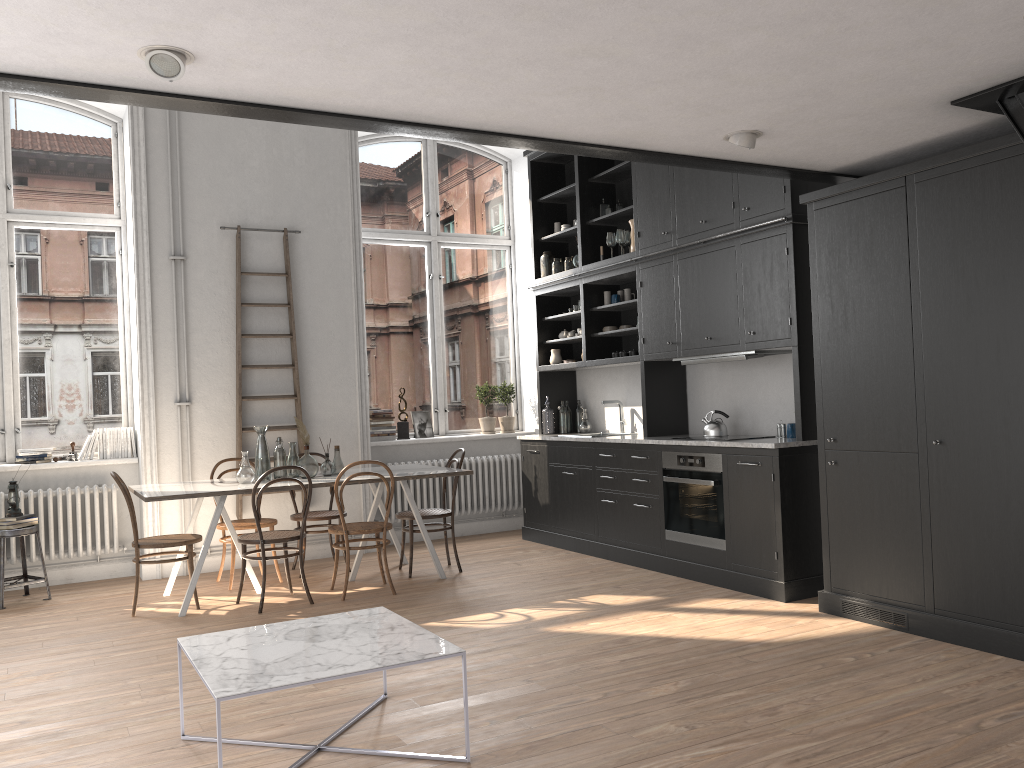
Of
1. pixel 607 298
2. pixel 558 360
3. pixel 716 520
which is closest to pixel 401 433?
pixel 558 360

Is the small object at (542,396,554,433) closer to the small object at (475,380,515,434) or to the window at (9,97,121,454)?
the small object at (475,380,515,434)

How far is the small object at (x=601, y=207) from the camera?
7.5m

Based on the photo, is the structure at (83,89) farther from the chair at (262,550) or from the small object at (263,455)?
the small object at (263,455)

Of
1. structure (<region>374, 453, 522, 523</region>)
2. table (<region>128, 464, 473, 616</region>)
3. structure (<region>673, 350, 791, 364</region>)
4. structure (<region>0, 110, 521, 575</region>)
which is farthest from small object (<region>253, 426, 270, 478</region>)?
structure (<region>673, 350, 791, 364</region>)

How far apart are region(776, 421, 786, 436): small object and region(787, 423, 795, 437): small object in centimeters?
12cm

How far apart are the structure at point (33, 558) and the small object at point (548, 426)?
3.40m

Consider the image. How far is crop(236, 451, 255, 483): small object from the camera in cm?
602

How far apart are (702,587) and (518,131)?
3.3m

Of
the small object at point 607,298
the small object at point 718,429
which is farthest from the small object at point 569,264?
the small object at point 718,429
